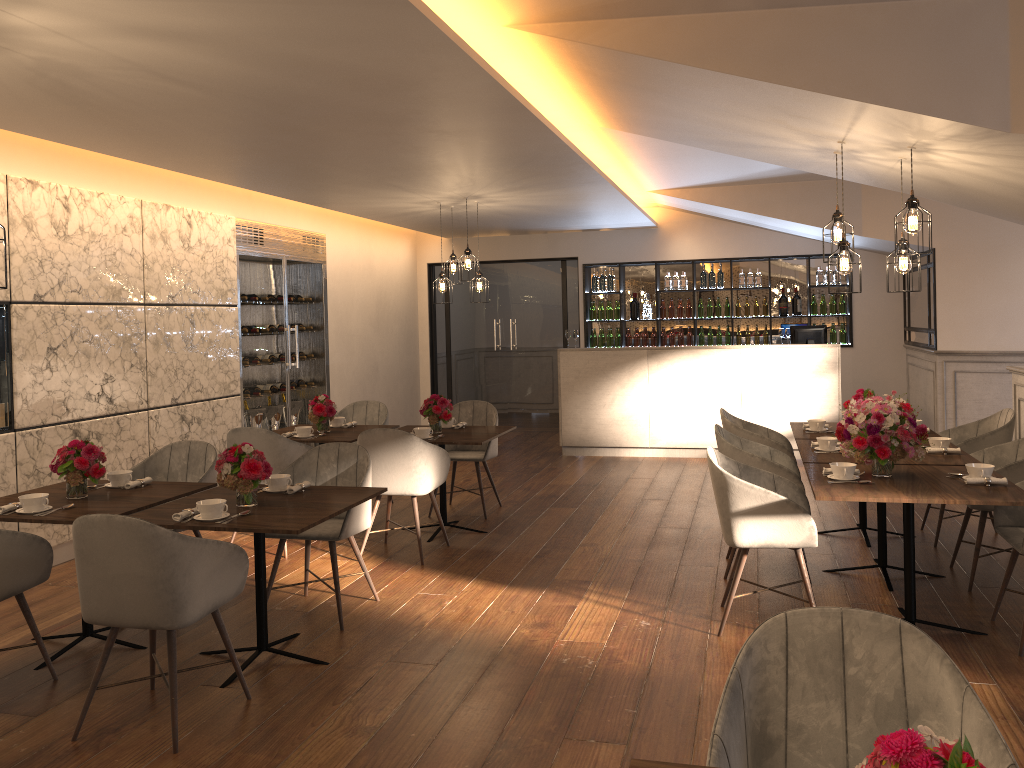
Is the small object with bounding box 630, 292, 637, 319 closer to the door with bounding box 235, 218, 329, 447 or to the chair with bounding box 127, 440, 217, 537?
the door with bounding box 235, 218, 329, 447

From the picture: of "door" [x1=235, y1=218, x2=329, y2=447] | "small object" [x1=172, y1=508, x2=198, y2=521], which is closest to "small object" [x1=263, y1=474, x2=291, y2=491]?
"small object" [x1=172, y1=508, x2=198, y2=521]

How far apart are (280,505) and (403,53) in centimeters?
205cm

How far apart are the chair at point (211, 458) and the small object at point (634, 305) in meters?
7.2 m

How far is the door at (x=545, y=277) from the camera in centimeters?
1179cm

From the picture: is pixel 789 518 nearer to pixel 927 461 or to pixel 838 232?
pixel 927 461

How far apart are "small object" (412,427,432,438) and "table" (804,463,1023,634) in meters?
2.6 m

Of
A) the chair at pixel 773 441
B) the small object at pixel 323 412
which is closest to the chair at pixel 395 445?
the small object at pixel 323 412

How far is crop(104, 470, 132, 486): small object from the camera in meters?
4.6 m

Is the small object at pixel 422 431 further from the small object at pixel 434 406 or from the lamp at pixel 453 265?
the lamp at pixel 453 265
